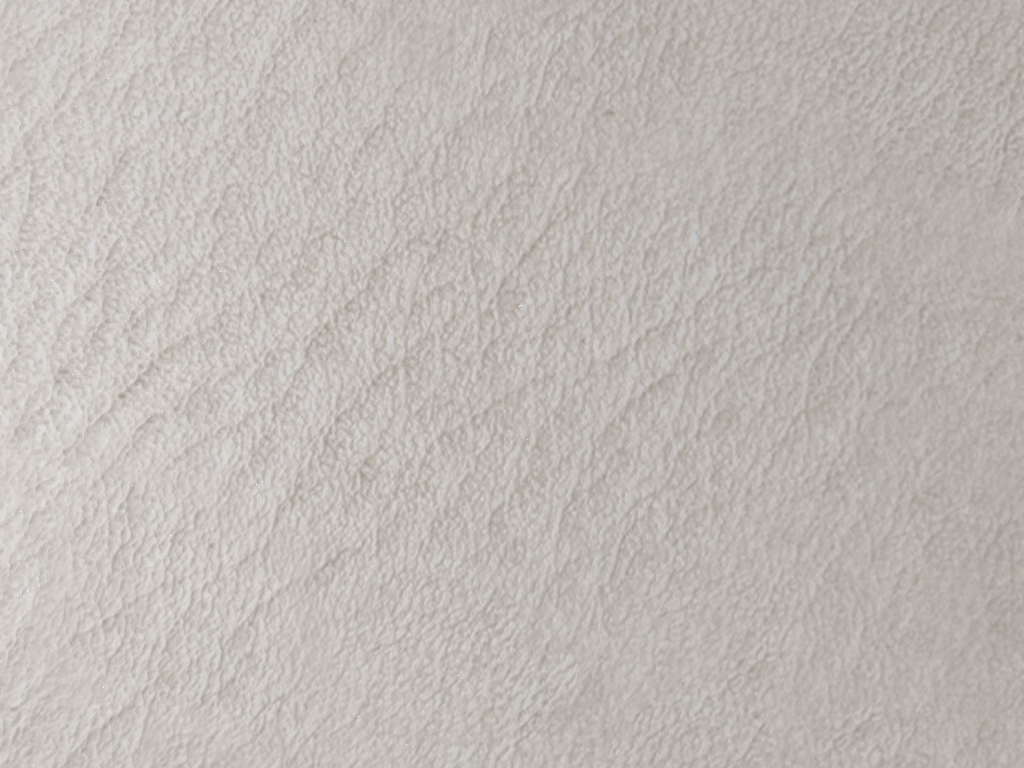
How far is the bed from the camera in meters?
0.2

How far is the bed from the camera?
0.2m

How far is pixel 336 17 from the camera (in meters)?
0.17
